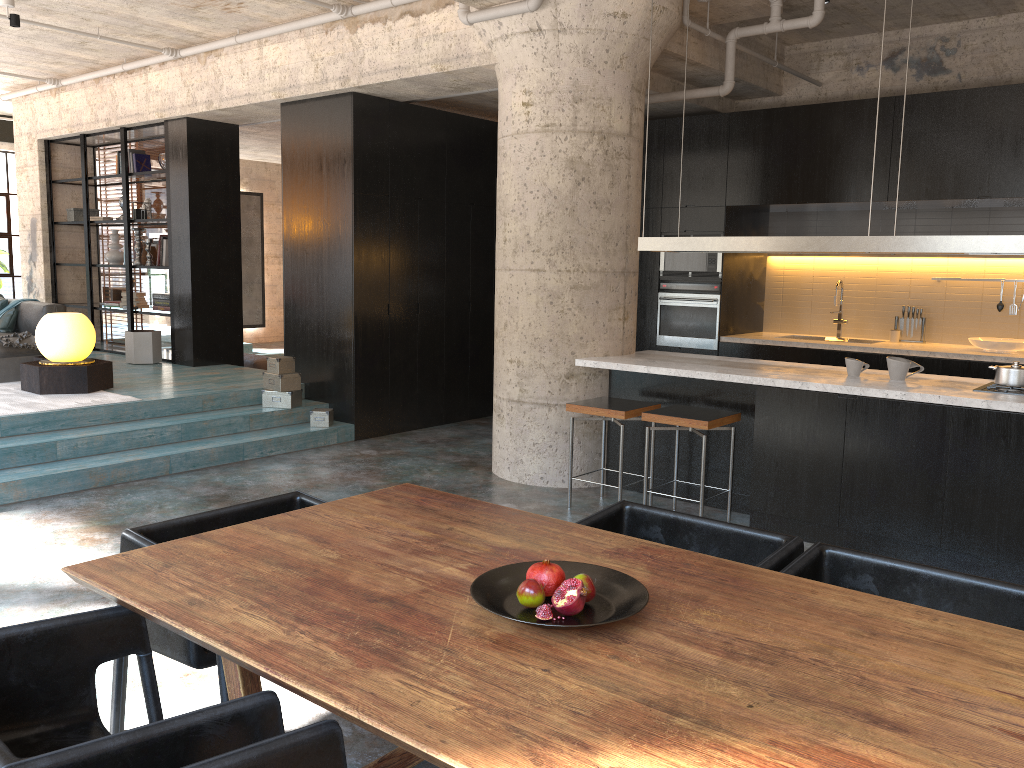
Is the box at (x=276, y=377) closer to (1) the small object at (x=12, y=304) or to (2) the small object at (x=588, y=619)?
(1) the small object at (x=12, y=304)

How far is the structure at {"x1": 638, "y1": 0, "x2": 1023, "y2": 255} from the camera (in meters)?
4.66

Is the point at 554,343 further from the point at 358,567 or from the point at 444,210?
the point at 358,567

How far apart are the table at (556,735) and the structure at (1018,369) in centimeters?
312cm

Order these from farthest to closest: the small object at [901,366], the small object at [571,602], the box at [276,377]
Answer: the box at [276,377] → the small object at [901,366] → the small object at [571,602]

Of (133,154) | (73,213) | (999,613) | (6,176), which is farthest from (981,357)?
(6,176)

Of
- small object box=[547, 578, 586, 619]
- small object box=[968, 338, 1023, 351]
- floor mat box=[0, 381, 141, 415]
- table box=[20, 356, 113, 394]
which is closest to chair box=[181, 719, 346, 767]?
small object box=[547, 578, 586, 619]

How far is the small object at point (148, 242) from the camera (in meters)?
10.03

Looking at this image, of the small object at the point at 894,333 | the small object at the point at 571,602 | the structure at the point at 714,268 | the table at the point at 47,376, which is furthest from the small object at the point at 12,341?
the small object at the point at 894,333

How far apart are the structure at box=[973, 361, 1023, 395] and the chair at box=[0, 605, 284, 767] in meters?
4.4 m
